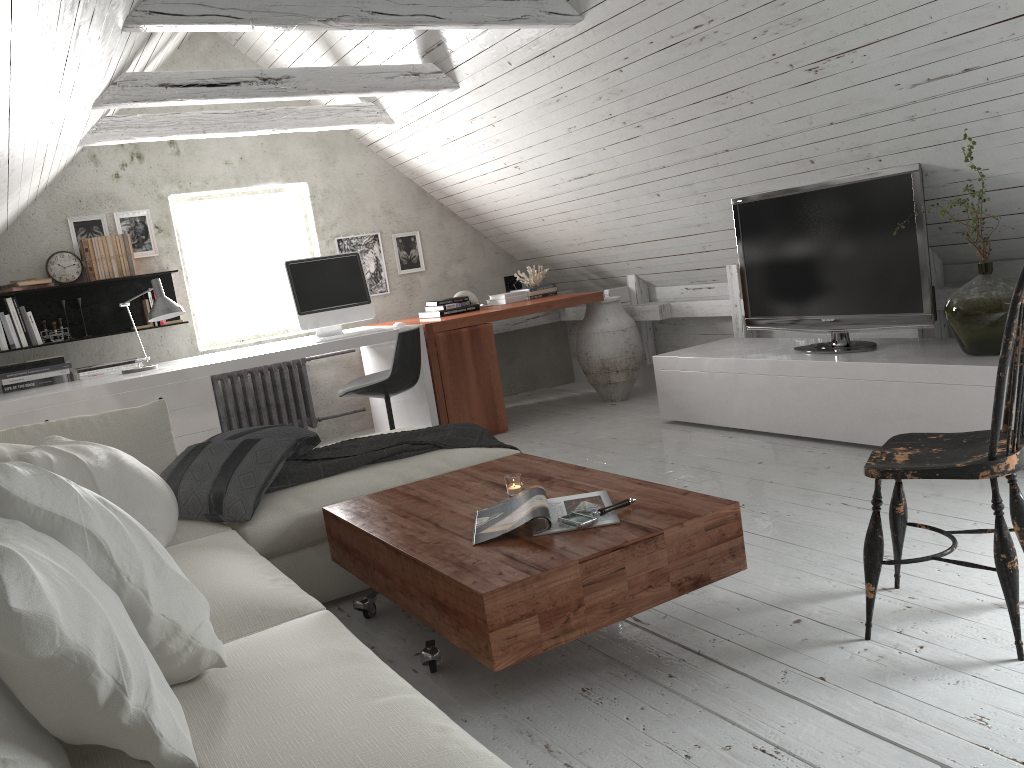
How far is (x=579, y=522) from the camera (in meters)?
2.19

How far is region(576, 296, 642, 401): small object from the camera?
5.8m

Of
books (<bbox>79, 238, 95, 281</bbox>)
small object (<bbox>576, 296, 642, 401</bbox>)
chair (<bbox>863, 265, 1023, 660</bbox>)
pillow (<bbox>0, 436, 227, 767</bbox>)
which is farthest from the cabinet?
books (<bbox>79, 238, 95, 281</bbox>)

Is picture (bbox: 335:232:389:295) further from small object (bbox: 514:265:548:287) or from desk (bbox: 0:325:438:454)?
small object (bbox: 514:265:548:287)

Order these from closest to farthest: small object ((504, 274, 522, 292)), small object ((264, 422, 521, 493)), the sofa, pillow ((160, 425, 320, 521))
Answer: the sofa → pillow ((160, 425, 320, 521)) → small object ((264, 422, 521, 493)) → small object ((504, 274, 522, 292))

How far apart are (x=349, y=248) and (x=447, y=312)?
1.0m

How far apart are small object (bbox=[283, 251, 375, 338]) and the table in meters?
2.4 m

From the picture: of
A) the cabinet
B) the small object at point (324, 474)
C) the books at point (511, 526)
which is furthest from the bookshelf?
the books at point (511, 526)

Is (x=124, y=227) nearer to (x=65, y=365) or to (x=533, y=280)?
(x=65, y=365)

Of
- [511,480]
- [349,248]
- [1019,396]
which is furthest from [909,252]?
[349,248]
